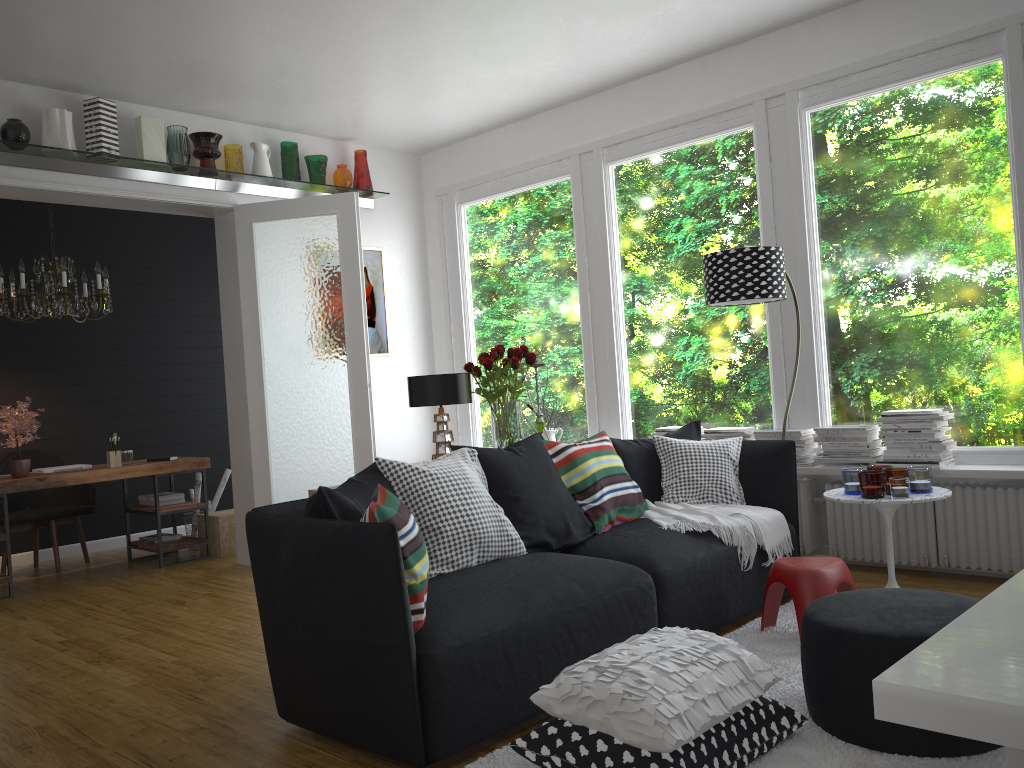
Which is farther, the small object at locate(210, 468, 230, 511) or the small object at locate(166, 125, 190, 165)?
the small object at locate(210, 468, 230, 511)

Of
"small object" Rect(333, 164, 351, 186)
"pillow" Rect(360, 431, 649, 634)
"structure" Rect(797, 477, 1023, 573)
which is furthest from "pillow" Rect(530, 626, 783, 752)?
"small object" Rect(333, 164, 351, 186)

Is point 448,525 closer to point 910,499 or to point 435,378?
point 435,378

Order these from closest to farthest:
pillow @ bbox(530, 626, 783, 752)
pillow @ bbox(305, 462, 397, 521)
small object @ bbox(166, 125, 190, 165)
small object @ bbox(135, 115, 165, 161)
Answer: pillow @ bbox(530, 626, 783, 752)
pillow @ bbox(305, 462, 397, 521)
small object @ bbox(135, 115, 165, 161)
small object @ bbox(166, 125, 190, 165)

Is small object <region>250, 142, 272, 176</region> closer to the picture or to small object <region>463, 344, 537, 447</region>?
the picture

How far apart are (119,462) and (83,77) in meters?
2.6 m

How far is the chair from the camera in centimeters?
641cm

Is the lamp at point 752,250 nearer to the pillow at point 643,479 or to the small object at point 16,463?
the pillow at point 643,479

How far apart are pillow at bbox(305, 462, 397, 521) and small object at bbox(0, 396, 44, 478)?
3.48m

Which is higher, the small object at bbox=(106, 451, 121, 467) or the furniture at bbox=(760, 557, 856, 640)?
the small object at bbox=(106, 451, 121, 467)
